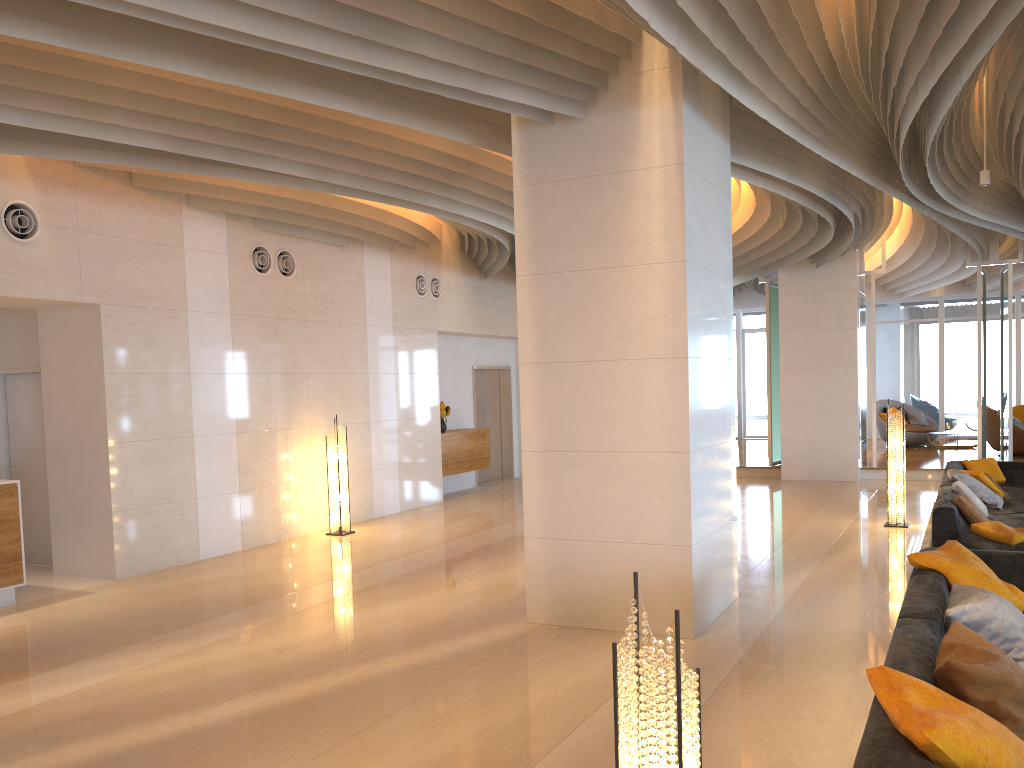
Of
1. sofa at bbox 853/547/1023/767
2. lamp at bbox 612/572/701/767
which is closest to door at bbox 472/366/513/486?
sofa at bbox 853/547/1023/767

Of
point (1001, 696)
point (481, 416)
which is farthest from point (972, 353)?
point (1001, 696)

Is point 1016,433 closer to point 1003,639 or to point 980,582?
point 980,582

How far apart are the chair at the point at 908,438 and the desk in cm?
1602

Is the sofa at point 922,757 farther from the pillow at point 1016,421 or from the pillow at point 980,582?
the pillow at point 1016,421

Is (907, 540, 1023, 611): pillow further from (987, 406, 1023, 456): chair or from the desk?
(987, 406, 1023, 456): chair

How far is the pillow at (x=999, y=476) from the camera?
11.0m

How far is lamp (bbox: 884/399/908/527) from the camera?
10.04m

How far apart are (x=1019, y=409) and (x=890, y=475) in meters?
9.1 m

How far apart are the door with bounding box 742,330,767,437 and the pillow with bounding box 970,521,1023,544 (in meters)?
15.36
